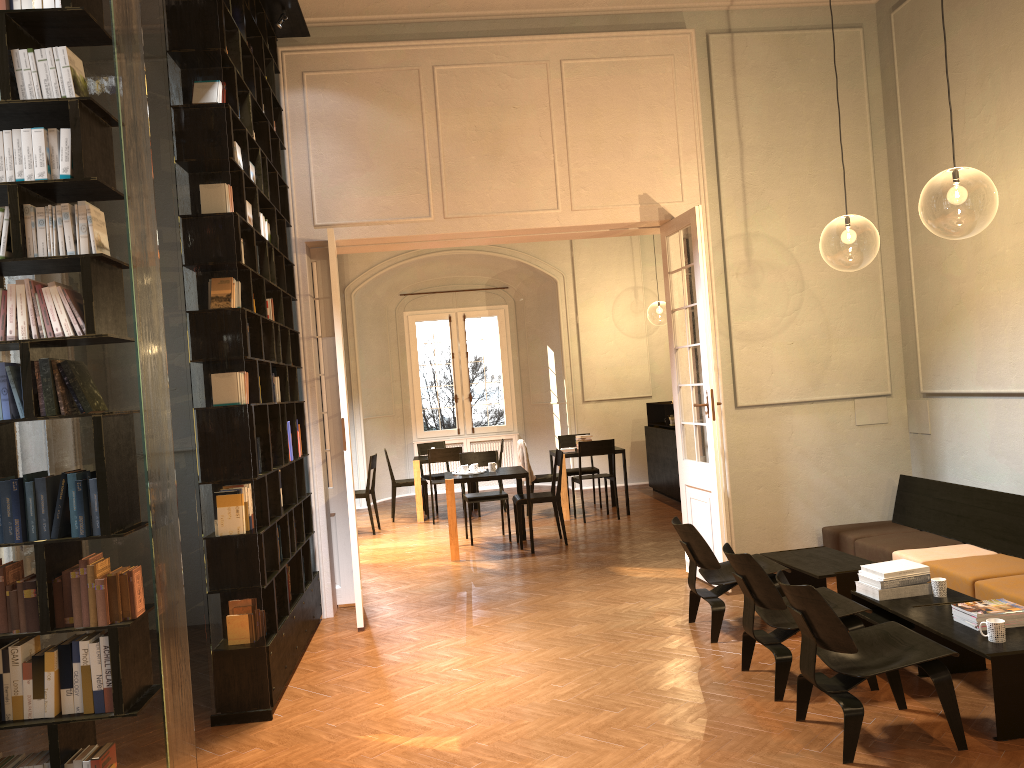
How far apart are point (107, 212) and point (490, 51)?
5.0 meters

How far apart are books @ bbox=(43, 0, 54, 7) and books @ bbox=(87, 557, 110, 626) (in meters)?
2.08

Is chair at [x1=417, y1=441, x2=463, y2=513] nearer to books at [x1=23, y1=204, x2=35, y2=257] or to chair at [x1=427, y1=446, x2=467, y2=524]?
chair at [x1=427, y1=446, x2=467, y2=524]

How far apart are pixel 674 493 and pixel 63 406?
10.51m

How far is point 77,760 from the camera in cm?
324

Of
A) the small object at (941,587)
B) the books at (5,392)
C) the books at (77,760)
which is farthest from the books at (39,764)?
the small object at (941,587)

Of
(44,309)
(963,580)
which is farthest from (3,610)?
(963,580)

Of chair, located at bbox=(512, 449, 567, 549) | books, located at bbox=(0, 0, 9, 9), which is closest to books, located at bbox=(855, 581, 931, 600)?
chair, located at bbox=(512, 449, 567, 549)

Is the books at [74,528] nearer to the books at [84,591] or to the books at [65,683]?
the books at [84,591]

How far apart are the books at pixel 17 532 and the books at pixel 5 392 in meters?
0.2
